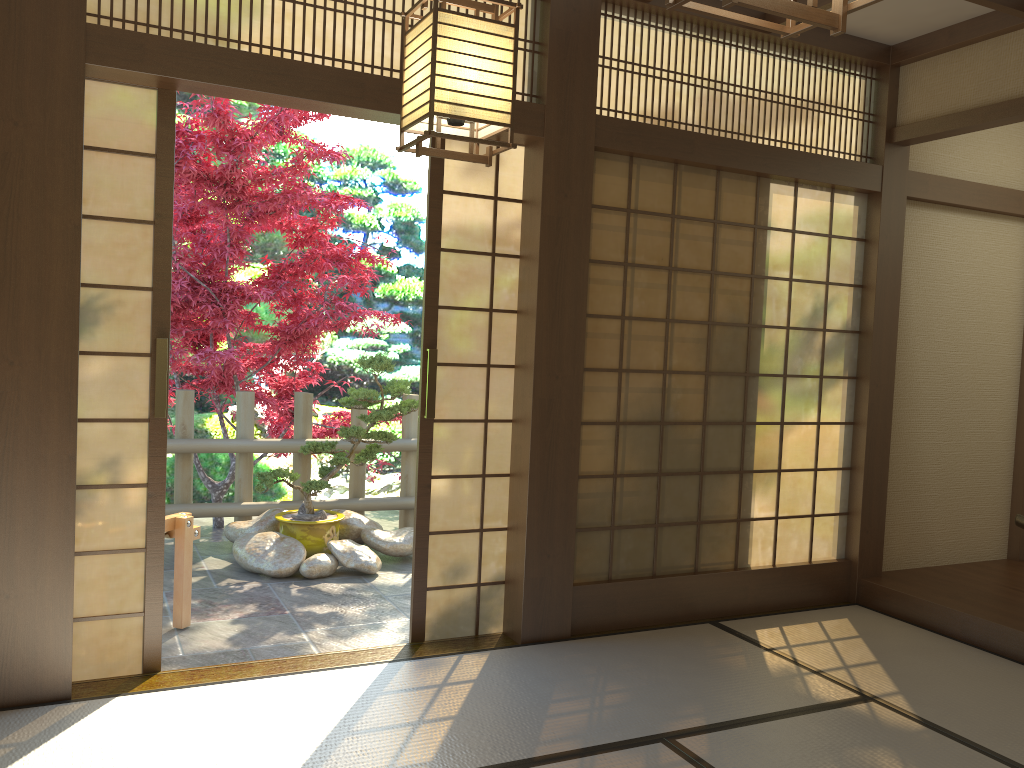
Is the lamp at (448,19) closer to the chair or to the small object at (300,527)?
the chair

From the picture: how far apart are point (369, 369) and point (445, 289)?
1.8m

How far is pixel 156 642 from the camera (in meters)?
3.44

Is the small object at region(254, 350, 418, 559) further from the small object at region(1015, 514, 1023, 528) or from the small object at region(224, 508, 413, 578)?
the small object at region(1015, 514, 1023, 528)

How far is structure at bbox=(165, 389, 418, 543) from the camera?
5.9 meters

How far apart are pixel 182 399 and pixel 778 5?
5.37m

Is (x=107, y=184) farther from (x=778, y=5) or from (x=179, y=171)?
(x=778, y=5)

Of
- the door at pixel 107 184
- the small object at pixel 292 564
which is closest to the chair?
the door at pixel 107 184

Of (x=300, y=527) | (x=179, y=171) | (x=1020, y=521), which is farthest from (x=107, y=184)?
(x=1020, y=521)

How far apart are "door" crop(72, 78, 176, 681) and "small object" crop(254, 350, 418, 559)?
2.03m
